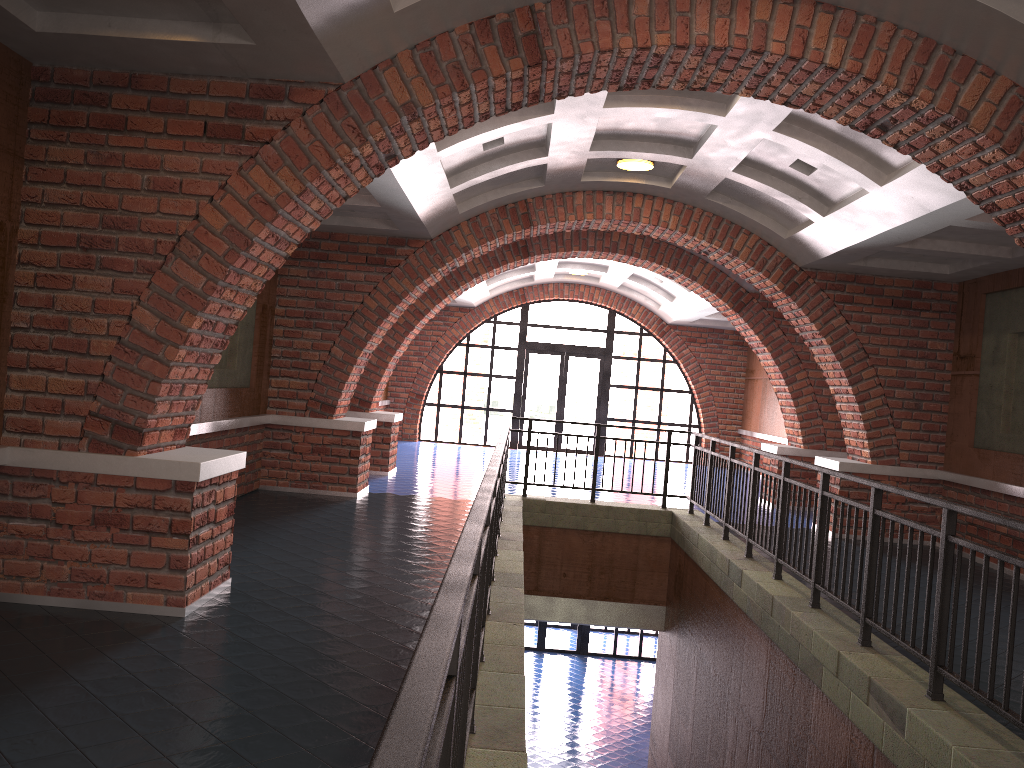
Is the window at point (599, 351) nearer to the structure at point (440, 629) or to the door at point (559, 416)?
the door at point (559, 416)

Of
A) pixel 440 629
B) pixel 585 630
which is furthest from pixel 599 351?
pixel 440 629

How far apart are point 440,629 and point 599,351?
18.41m

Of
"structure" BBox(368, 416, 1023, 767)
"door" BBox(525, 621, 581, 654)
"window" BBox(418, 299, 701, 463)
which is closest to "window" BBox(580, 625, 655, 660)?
"door" BBox(525, 621, 581, 654)

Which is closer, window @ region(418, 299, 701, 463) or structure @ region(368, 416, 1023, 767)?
structure @ region(368, 416, 1023, 767)

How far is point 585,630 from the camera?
19.6 meters

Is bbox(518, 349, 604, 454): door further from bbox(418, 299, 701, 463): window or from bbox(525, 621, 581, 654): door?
bbox(525, 621, 581, 654): door

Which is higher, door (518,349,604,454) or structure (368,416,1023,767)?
door (518,349,604,454)

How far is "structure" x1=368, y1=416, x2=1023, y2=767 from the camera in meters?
1.4

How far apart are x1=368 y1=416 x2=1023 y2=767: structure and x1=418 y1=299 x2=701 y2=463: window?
9.3 meters
